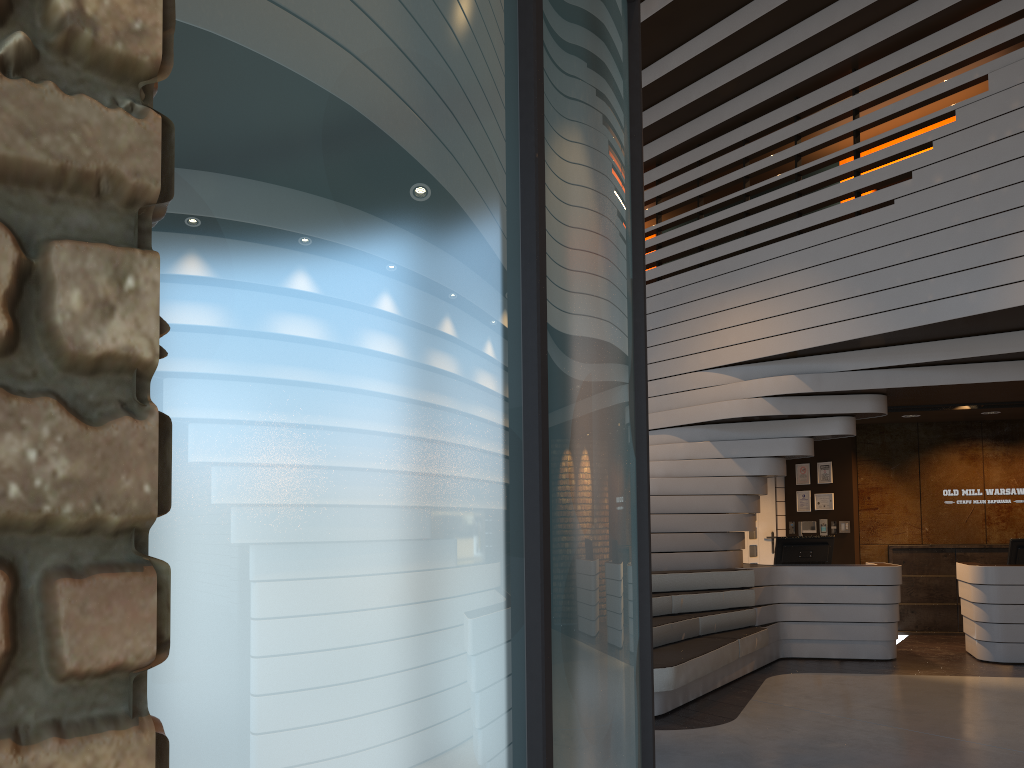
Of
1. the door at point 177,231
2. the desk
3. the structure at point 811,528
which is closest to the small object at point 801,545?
the desk

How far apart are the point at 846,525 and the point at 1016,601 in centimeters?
257cm

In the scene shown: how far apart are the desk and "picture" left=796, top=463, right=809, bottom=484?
2.5m

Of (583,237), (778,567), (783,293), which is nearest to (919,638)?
(778,567)

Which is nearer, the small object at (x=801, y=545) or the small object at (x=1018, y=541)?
the small object at (x=1018, y=541)

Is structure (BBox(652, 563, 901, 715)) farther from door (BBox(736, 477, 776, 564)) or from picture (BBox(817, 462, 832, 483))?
picture (BBox(817, 462, 832, 483))

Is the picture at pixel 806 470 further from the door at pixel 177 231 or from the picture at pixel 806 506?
the door at pixel 177 231

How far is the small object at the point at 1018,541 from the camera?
8.6 meters

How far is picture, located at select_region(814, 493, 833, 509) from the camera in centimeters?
1082cm

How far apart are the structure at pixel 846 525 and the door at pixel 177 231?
9.79m
